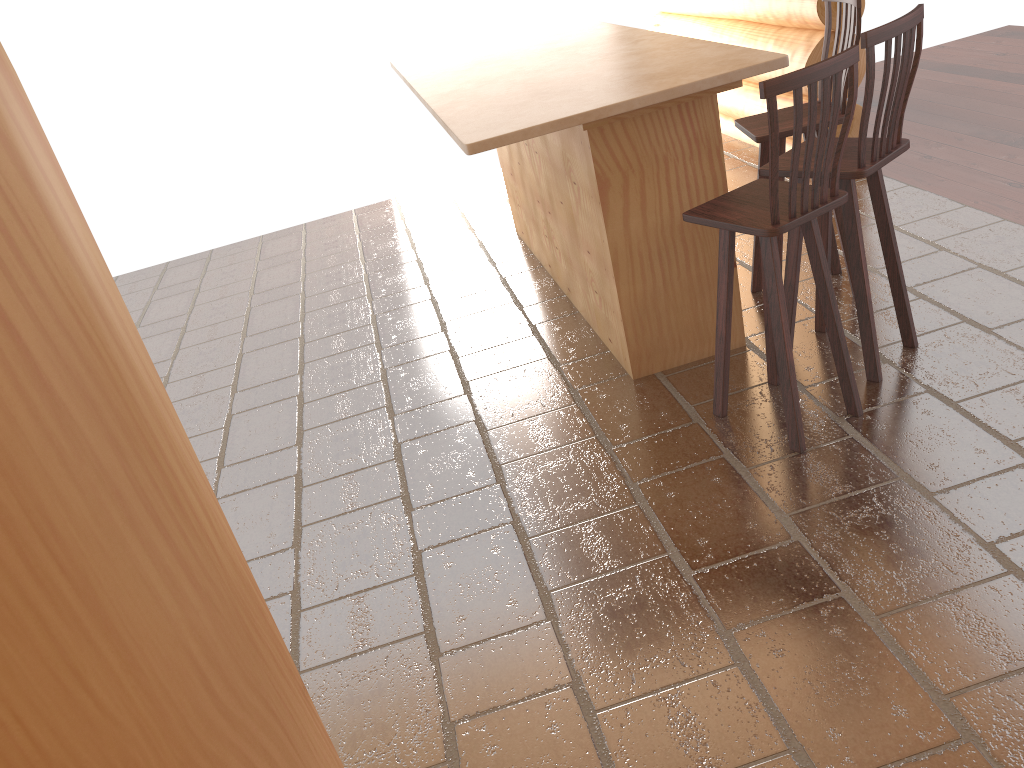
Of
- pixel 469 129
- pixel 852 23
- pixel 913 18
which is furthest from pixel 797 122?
pixel 852 23

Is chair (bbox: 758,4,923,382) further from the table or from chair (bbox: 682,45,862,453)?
the table

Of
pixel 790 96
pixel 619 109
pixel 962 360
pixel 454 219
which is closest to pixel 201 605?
pixel 619 109

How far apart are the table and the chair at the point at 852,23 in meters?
0.3

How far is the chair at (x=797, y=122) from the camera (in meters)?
2.65

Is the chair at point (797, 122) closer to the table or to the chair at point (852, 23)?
the table

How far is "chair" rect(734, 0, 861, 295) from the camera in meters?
3.7

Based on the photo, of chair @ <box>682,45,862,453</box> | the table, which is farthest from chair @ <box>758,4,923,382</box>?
the table

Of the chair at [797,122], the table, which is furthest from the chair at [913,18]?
the table

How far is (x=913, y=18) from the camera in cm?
297
